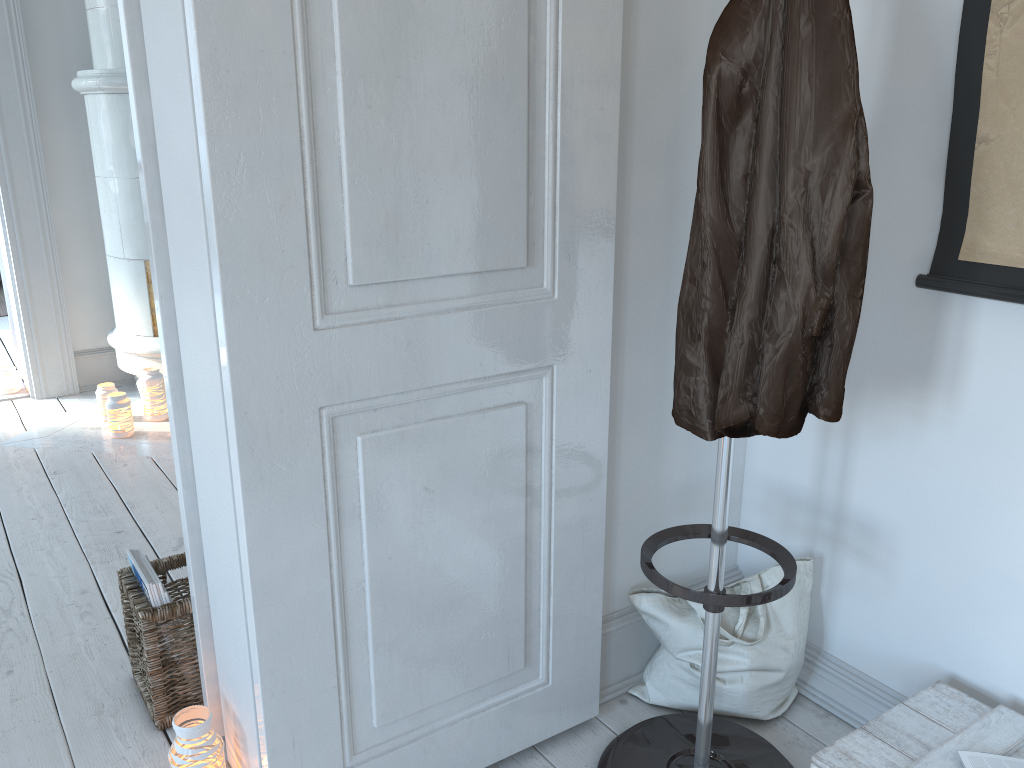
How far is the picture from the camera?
1.4m

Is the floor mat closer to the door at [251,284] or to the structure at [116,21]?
the structure at [116,21]

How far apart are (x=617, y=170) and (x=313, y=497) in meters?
0.7 m

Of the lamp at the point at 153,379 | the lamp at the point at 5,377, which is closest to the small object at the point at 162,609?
the lamp at the point at 153,379

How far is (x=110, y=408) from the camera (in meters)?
3.35

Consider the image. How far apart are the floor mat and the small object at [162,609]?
4.5m

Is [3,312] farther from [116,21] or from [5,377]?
[116,21]

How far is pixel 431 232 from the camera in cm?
130

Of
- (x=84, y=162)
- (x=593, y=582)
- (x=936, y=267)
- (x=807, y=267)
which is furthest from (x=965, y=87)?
(x=84, y=162)

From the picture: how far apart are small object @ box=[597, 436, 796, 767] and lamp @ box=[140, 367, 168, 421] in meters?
2.5
